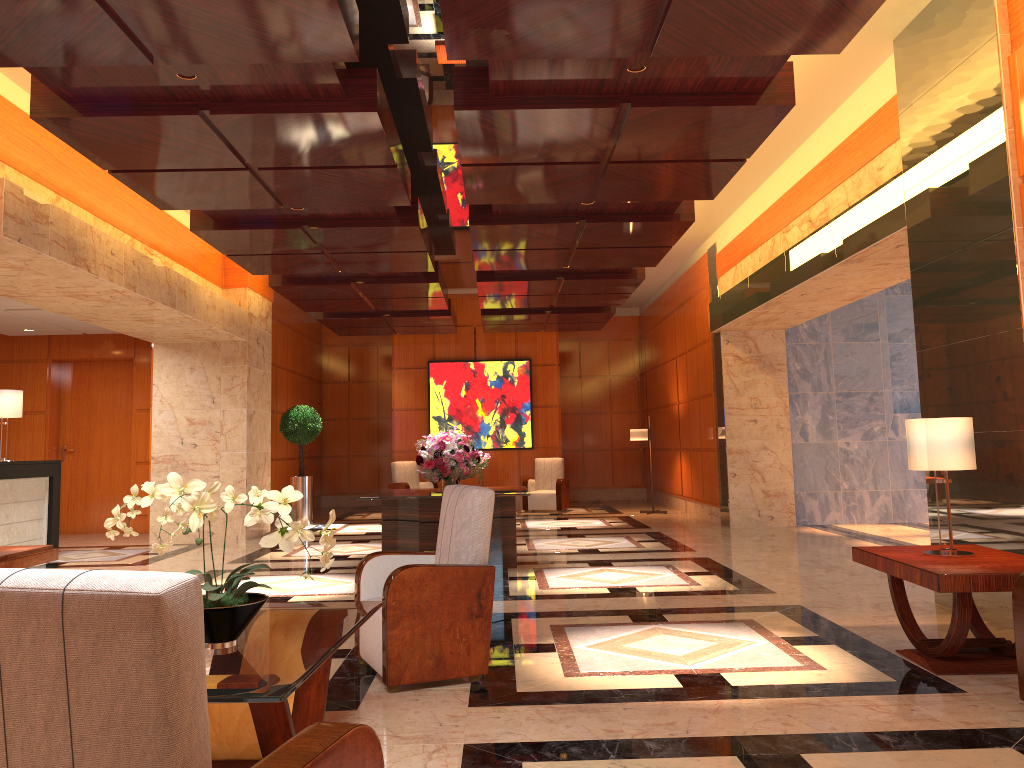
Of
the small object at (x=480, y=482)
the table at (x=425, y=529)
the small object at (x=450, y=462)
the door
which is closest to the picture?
the small object at (x=480, y=482)

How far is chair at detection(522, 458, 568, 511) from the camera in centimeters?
1590cm

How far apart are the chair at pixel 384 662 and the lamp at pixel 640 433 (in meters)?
10.34

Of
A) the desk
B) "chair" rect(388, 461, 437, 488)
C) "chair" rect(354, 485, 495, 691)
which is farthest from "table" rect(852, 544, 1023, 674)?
"chair" rect(388, 461, 437, 488)

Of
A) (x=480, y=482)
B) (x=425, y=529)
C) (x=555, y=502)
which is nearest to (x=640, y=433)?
(x=555, y=502)

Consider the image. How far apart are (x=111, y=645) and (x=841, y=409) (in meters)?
12.28

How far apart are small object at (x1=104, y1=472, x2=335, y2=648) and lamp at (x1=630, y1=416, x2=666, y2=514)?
12.1m

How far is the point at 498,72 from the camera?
5.2 meters

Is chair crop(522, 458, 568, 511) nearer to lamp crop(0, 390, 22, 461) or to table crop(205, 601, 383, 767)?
lamp crop(0, 390, 22, 461)

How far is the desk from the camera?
9.80m
